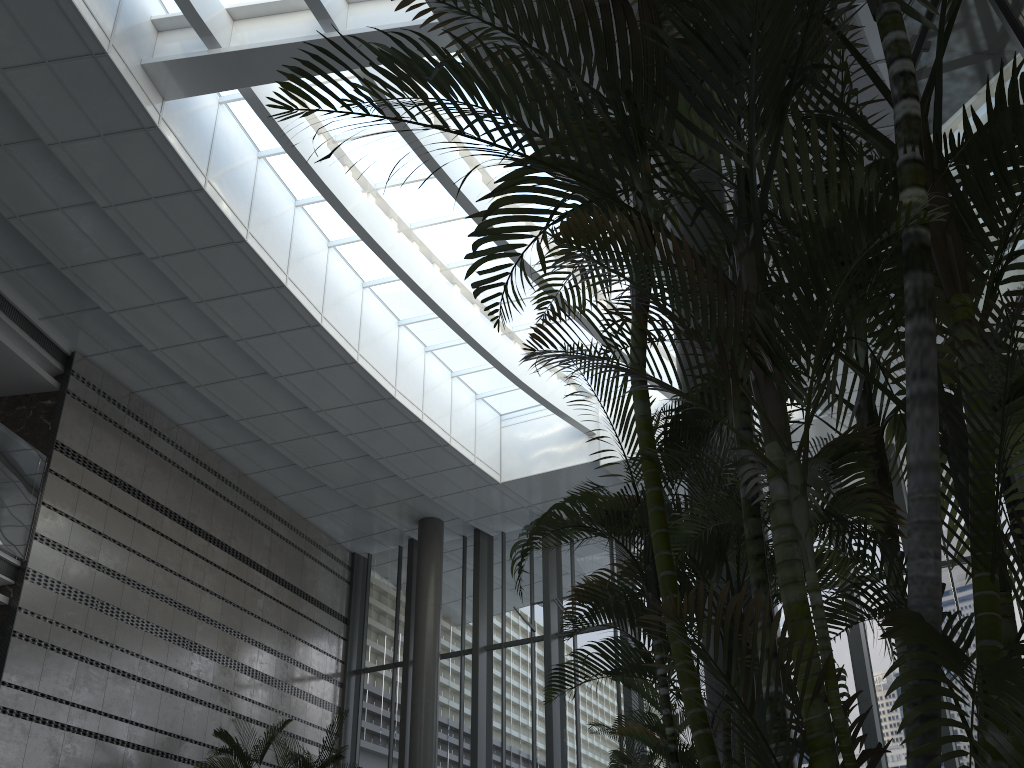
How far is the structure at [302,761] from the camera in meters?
10.4 m

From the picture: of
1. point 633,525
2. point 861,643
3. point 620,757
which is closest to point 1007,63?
point 633,525

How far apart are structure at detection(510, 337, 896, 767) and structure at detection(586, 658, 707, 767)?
1.77m

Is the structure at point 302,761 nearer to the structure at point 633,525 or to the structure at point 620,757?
the structure at point 620,757

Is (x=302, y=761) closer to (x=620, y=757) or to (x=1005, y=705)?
(x=620, y=757)

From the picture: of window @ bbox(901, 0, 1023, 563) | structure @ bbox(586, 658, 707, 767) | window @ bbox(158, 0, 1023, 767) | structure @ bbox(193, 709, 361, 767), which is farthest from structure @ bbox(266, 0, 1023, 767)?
structure @ bbox(193, 709, 361, 767)

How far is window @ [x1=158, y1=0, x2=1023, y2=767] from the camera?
11.51m

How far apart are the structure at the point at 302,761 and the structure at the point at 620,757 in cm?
570

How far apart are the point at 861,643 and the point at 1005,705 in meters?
11.4 m

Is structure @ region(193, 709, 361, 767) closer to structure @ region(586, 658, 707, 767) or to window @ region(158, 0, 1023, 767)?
window @ region(158, 0, 1023, 767)
